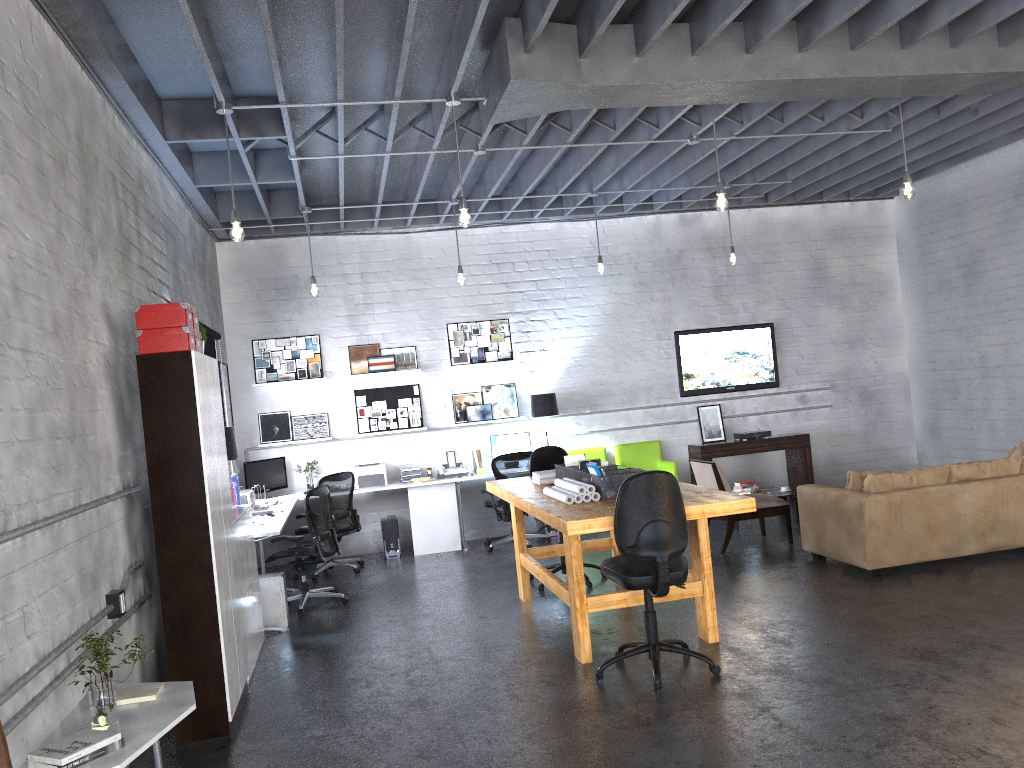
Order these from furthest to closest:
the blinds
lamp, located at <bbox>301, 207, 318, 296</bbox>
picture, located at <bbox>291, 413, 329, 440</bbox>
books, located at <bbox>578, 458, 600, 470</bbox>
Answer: picture, located at <bbox>291, 413, 329, 440</bbox>
lamp, located at <bbox>301, 207, 318, 296</bbox>
the blinds
books, located at <bbox>578, 458, 600, 470</bbox>

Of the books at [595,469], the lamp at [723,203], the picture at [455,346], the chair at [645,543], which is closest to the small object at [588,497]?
the books at [595,469]

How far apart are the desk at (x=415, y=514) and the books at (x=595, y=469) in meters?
2.6

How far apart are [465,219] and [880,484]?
3.77m

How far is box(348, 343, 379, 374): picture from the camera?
10.1m

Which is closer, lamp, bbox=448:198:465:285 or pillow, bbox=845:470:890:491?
pillow, bbox=845:470:890:491

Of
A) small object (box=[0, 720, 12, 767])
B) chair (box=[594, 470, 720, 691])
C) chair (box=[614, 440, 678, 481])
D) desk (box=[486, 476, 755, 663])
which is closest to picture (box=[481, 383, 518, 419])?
chair (box=[614, 440, 678, 481])

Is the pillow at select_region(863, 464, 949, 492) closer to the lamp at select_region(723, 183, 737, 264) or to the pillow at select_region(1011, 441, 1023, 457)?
the pillow at select_region(1011, 441, 1023, 457)

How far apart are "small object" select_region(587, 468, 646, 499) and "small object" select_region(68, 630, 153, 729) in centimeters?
309cm

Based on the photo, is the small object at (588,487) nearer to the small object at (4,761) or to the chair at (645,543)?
the chair at (645,543)
